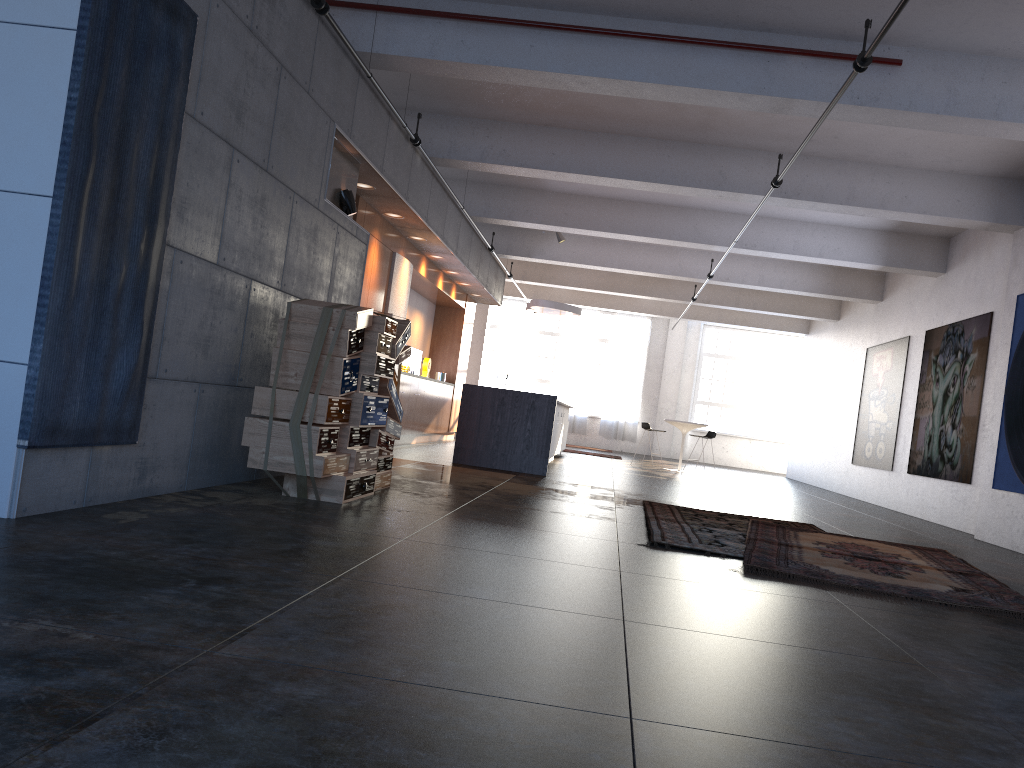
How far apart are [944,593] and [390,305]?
7.5m

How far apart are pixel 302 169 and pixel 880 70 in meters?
4.5

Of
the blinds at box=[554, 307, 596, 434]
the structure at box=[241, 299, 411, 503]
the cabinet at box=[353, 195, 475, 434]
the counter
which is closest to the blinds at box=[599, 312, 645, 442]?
the blinds at box=[554, 307, 596, 434]

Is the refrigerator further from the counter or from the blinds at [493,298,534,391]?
the blinds at [493,298,534,391]

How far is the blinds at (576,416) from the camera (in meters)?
24.03

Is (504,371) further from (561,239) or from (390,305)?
(390,305)

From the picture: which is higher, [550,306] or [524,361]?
[550,306]

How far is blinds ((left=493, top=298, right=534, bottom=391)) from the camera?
24.3m

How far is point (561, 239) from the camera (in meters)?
15.07

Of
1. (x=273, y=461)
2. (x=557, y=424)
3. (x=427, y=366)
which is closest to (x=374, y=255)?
(x=557, y=424)
